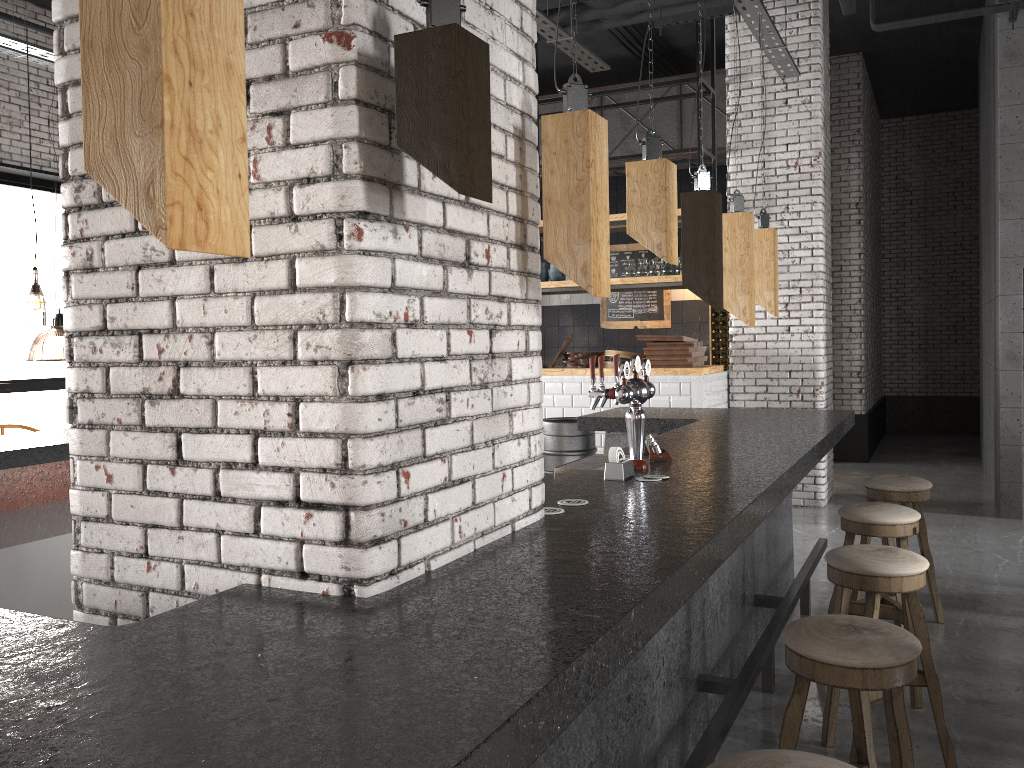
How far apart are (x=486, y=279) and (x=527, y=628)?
0.9m

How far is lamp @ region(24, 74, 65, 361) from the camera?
11.75m

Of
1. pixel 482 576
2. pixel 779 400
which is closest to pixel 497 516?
pixel 482 576

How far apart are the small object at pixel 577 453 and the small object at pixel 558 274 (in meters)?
2.99

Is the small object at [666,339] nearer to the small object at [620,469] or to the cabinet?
the cabinet

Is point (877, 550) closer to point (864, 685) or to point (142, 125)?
point (864, 685)

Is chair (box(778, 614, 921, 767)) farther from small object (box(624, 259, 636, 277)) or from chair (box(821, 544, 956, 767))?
small object (box(624, 259, 636, 277))

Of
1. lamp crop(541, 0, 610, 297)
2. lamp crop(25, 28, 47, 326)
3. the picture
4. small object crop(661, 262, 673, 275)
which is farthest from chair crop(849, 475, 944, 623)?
lamp crop(25, 28, 47, 326)

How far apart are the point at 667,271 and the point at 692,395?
1.33m

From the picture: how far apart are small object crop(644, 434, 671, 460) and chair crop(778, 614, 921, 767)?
1.1m
